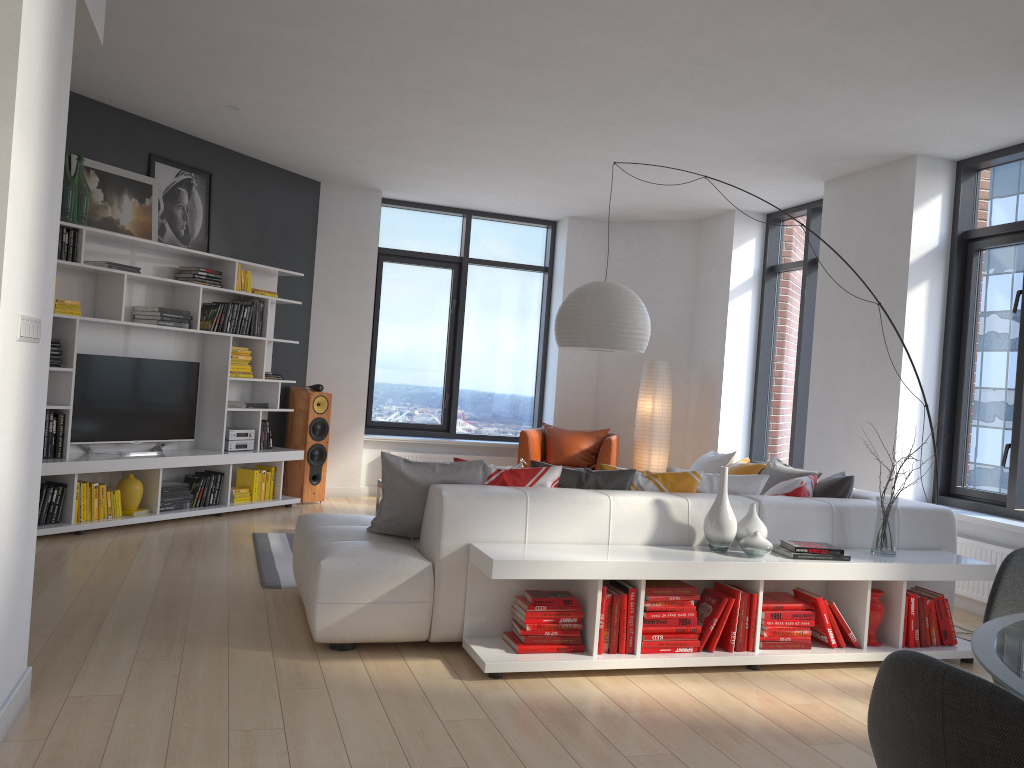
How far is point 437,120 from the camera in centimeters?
615cm

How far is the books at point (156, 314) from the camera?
6.5m

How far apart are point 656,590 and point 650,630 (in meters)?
0.18

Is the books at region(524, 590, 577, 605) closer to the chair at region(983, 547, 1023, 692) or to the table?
the chair at region(983, 547, 1023, 692)

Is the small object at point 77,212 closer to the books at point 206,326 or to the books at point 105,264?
the books at point 105,264

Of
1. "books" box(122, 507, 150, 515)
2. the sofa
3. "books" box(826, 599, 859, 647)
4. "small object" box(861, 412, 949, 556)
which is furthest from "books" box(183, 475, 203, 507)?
"small object" box(861, 412, 949, 556)

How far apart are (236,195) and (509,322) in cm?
322

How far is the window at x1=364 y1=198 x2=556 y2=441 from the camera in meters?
9.2

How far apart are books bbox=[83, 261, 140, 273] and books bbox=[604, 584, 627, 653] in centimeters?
433cm

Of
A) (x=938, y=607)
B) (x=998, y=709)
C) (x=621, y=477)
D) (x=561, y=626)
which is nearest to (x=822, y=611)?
(x=938, y=607)
